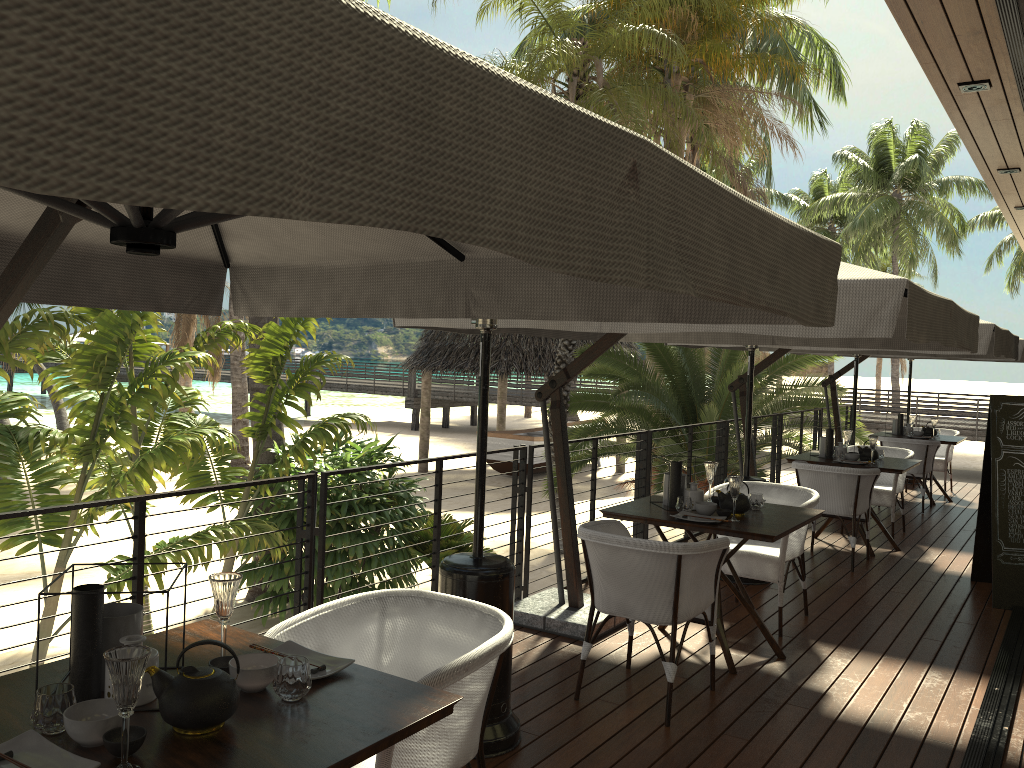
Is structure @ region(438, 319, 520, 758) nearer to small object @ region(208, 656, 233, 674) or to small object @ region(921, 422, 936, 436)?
small object @ region(208, 656, 233, 674)

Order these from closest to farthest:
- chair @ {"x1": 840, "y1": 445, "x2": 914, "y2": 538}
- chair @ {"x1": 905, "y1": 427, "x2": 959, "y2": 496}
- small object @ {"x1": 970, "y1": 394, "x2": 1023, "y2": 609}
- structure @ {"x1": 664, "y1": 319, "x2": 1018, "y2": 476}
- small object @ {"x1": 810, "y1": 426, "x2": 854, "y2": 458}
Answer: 1. small object @ {"x1": 970, "y1": 394, "x2": 1023, "y2": 609}
2. structure @ {"x1": 664, "y1": 319, "x2": 1018, "y2": 476}
3. small object @ {"x1": 810, "y1": 426, "x2": 854, "y2": 458}
4. chair @ {"x1": 840, "y1": 445, "x2": 914, "y2": 538}
5. chair @ {"x1": 905, "y1": 427, "x2": 959, "y2": 496}

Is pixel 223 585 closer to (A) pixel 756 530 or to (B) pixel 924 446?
(A) pixel 756 530

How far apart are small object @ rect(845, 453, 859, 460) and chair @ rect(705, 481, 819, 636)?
2.1 meters

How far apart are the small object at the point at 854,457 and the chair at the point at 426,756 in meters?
5.5 m

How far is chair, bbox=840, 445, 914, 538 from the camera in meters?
7.9

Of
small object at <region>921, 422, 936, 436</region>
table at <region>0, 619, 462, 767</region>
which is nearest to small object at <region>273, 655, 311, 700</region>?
table at <region>0, 619, 462, 767</region>

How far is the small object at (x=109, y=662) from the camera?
1.6 meters

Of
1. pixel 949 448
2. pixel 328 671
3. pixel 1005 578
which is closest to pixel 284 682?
pixel 328 671

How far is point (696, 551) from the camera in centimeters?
379cm
